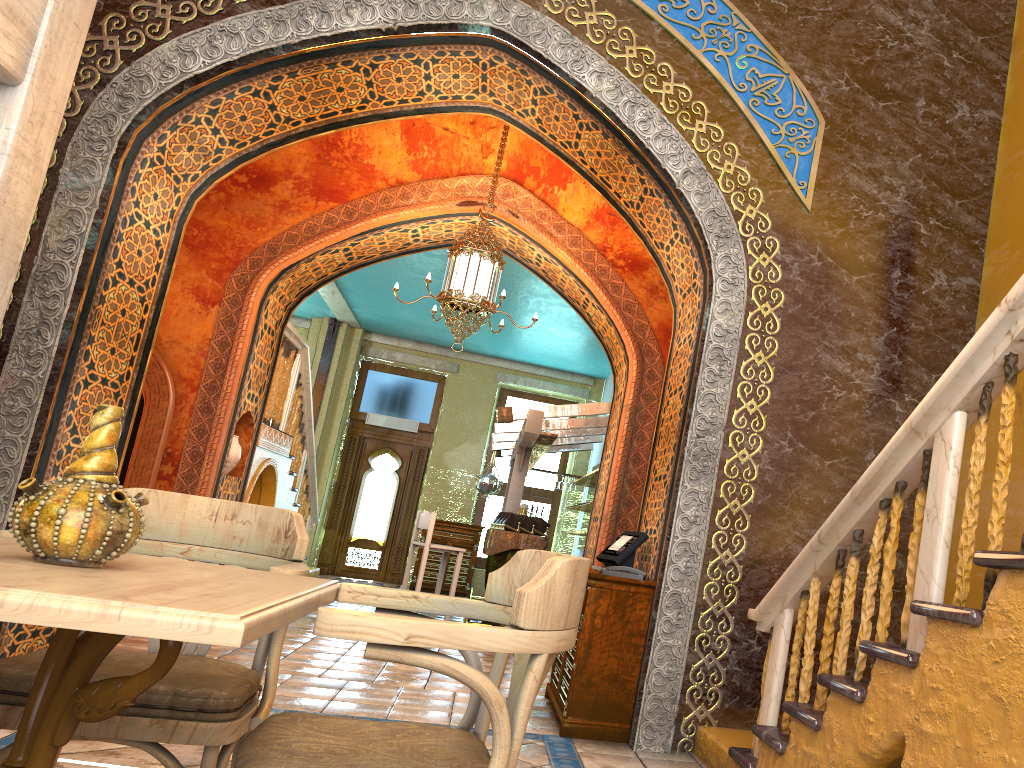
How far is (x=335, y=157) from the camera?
9.0 meters

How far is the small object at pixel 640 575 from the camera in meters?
5.4 m

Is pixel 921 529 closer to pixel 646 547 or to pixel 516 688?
pixel 516 688

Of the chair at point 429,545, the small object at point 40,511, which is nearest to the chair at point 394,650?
the small object at point 40,511

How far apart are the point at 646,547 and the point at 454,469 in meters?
10.6

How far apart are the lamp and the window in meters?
8.6 m

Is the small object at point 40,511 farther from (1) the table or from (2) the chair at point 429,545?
(2) the chair at point 429,545

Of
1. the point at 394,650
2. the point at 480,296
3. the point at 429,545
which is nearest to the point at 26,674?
the point at 394,650

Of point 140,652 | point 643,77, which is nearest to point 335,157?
point 643,77

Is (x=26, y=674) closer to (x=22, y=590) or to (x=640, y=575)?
(x=22, y=590)
